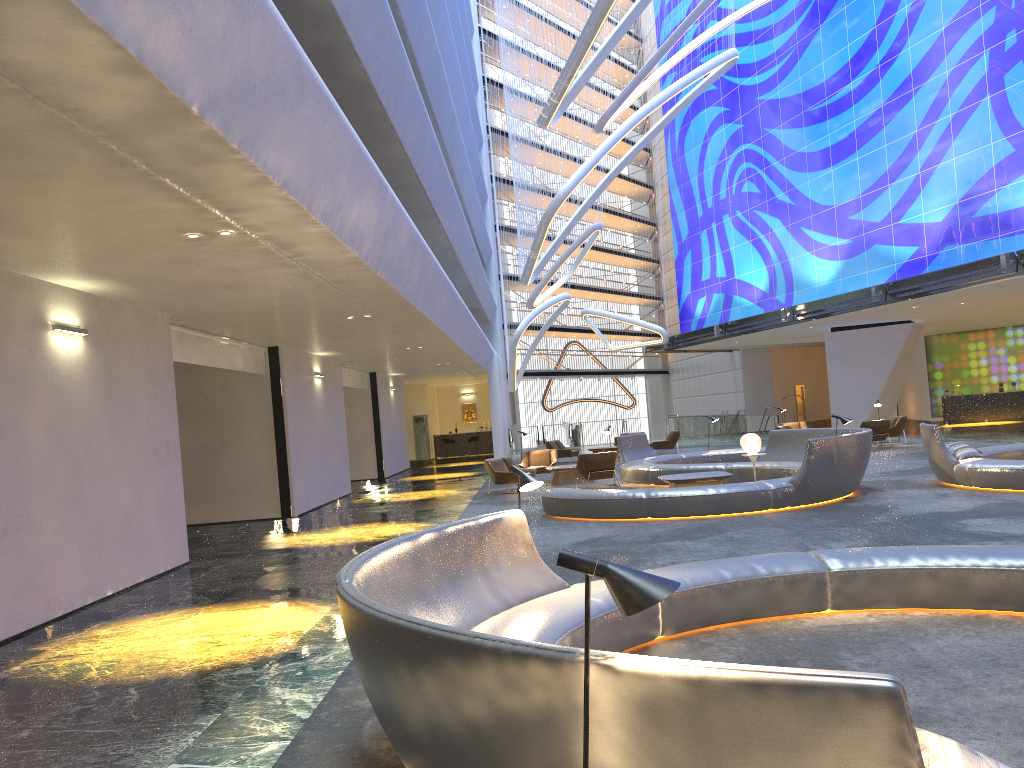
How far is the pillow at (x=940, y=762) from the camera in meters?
2.3 m

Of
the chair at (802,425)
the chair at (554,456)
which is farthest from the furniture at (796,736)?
the chair at (802,425)

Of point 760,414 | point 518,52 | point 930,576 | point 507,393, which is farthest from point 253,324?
point 760,414

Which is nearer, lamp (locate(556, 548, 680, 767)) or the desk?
lamp (locate(556, 548, 680, 767))

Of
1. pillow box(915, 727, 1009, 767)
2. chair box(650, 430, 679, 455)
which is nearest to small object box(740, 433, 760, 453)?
chair box(650, 430, 679, 455)

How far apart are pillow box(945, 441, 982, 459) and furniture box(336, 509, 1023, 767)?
8.03m

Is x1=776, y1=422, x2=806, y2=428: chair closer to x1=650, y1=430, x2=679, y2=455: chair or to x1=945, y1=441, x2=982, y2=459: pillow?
x1=650, y1=430, x2=679, y2=455: chair

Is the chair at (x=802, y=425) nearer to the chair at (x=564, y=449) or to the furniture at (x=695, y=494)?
the chair at (x=564, y=449)

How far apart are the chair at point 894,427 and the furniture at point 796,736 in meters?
20.0

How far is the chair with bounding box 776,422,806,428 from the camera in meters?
27.4 m
